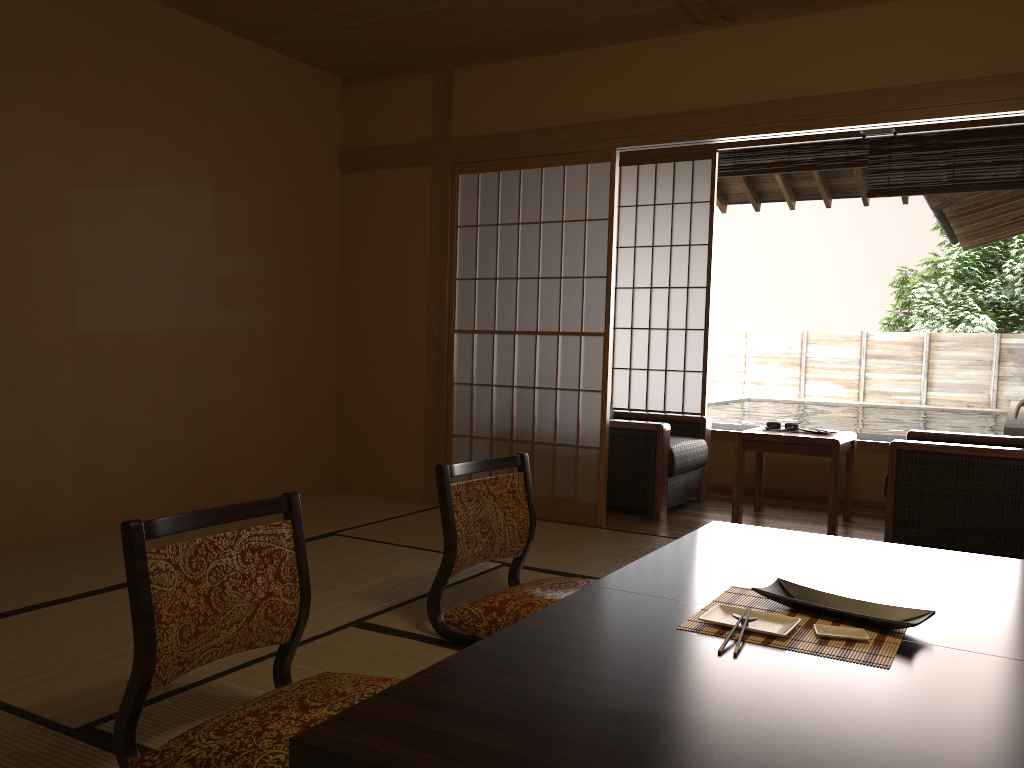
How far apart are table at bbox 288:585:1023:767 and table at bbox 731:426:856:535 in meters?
2.9 m

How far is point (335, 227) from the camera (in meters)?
5.39

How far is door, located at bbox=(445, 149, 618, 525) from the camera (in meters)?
4.72

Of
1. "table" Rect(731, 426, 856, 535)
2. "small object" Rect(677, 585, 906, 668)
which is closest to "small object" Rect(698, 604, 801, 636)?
"small object" Rect(677, 585, 906, 668)

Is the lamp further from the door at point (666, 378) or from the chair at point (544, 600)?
the chair at point (544, 600)

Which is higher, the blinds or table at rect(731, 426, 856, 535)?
the blinds

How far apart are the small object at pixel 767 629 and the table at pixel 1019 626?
0.1m

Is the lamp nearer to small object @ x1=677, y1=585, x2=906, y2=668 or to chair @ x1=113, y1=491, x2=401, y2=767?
small object @ x1=677, y1=585, x2=906, y2=668

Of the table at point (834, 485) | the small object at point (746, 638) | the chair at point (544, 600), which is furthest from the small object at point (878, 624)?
the table at point (834, 485)

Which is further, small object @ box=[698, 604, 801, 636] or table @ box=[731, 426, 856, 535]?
table @ box=[731, 426, 856, 535]
